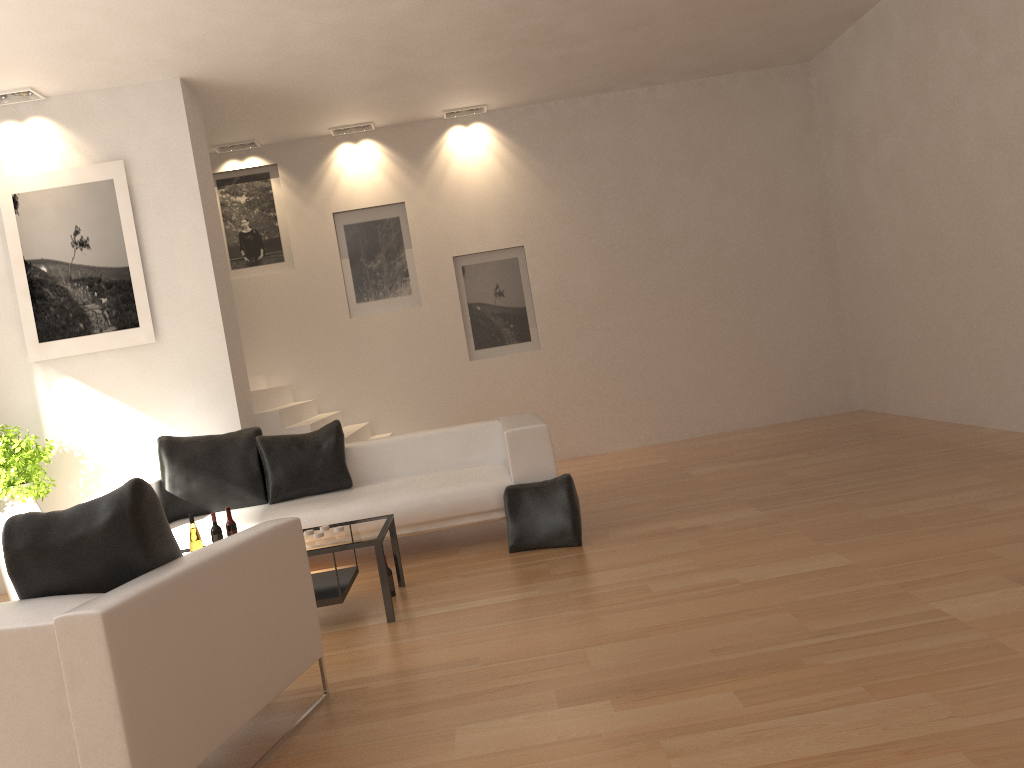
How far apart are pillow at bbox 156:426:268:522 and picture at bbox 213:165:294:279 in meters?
3.3 m

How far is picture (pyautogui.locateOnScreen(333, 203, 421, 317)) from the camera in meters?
9.3 m

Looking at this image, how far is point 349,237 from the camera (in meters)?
9.34

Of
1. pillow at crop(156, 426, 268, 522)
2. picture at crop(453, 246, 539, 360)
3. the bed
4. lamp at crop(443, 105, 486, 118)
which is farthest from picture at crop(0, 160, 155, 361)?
lamp at crop(443, 105, 486, 118)

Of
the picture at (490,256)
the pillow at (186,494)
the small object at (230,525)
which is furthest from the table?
the picture at (490,256)

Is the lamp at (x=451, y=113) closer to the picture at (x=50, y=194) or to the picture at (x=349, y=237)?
the picture at (x=349, y=237)

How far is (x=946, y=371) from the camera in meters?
7.7

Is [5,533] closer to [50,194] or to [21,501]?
[21,501]

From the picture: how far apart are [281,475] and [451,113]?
4.7m

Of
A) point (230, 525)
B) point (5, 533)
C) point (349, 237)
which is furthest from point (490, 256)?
point (5, 533)
